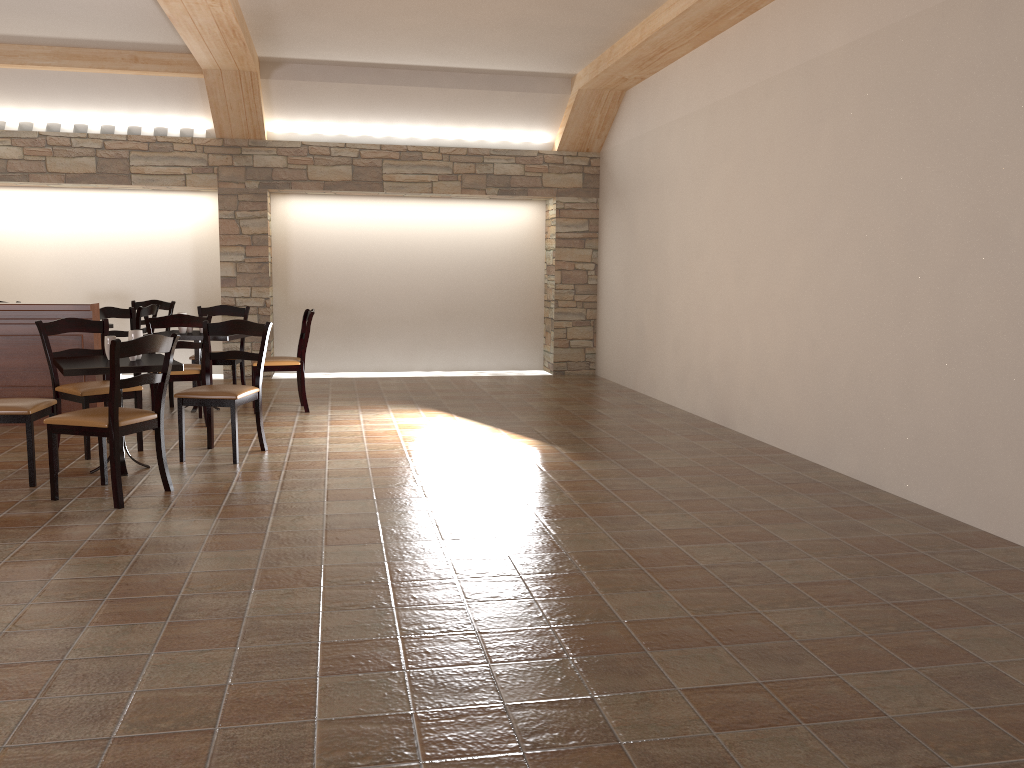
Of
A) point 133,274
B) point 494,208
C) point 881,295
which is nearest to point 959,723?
point 881,295

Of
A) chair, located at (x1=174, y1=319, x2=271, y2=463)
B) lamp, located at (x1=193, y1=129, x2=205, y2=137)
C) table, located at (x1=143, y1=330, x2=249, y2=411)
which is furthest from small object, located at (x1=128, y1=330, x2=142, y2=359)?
lamp, located at (x1=193, y1=129, x2=205, y2=137)

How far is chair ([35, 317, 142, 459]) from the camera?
5.5 meters

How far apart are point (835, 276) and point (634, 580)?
2.81m

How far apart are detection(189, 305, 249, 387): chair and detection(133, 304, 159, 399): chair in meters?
0.5

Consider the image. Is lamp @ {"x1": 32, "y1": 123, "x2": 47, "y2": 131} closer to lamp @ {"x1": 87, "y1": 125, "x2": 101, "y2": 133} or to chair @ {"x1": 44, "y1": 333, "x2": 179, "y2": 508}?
lamp @ {"x1": 87, "y1": 125, "x2": 101, "y2": 133}

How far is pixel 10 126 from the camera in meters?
8.9

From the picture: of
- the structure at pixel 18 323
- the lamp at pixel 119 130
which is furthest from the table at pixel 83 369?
the lamp at pixel 119 130

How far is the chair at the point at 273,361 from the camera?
7.3m

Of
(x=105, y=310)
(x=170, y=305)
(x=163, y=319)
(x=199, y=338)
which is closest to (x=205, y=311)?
(x=105, y=310)
